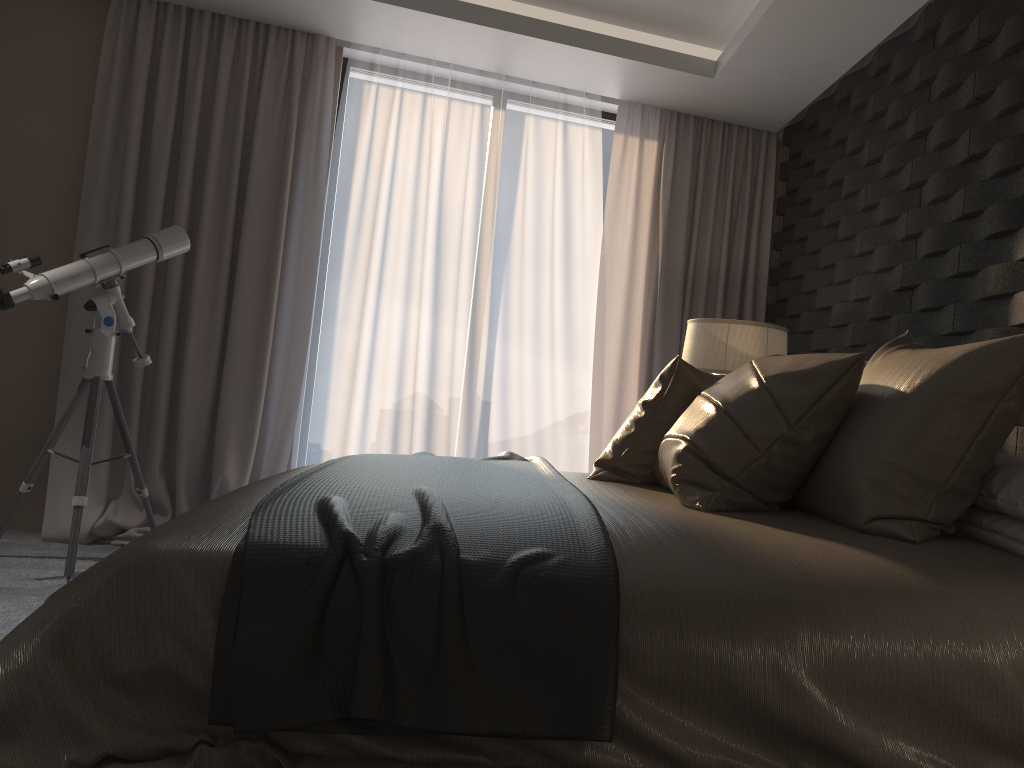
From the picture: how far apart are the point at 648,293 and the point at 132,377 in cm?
262

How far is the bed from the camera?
1.24m

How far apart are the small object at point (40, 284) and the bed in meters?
1.6 m

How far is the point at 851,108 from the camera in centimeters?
391cm

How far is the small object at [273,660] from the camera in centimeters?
124cm

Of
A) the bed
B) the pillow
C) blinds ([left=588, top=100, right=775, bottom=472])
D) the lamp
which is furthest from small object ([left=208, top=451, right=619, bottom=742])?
blinds ([left=588, top=100, right=775, bottom=472])

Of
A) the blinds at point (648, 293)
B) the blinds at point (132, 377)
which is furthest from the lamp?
the blinds at point (132, 377)

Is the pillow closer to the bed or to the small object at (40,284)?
the bed

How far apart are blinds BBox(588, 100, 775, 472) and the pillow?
2.11m

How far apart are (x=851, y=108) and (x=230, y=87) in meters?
2.9 m
